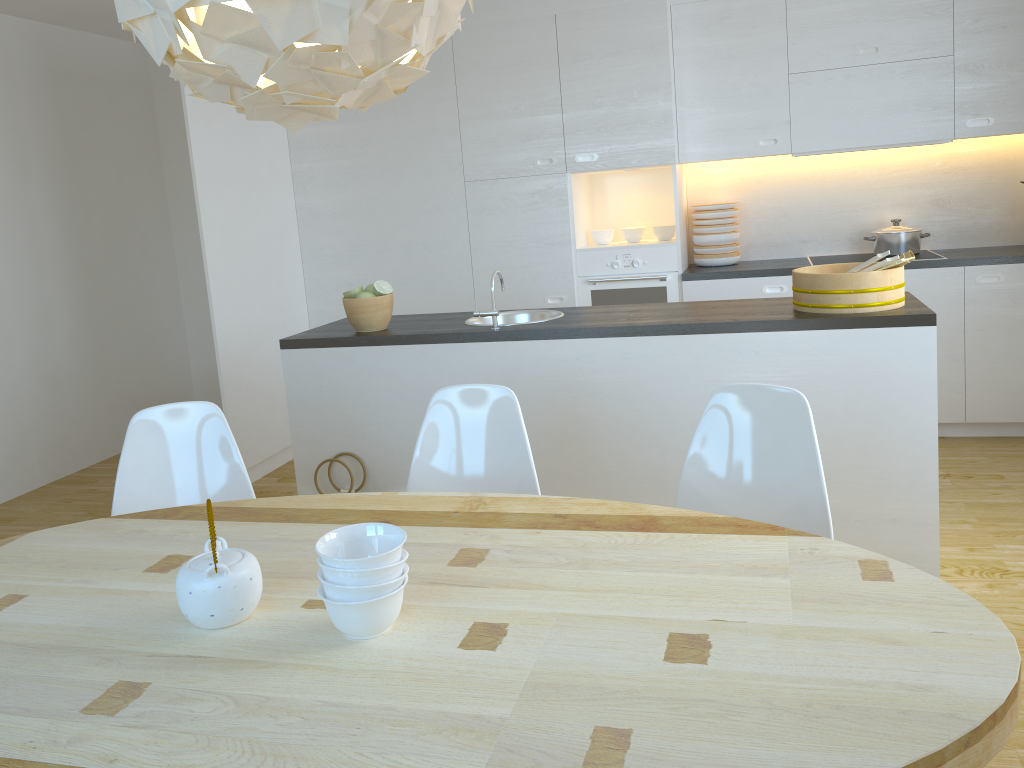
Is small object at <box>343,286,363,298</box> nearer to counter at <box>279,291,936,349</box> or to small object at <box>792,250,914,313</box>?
counter at <box>279,291,936,349</box>

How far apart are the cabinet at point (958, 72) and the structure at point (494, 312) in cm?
174

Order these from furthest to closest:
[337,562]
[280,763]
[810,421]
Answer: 1. [810,421]
2. [337,562]
3. [280,763]

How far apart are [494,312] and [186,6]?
2.10m

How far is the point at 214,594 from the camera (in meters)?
1.54

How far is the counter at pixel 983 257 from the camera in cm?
440

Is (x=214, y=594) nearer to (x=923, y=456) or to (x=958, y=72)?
(x=923, y=456)

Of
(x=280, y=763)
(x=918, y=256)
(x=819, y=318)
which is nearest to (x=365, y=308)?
(x=819, y=318)

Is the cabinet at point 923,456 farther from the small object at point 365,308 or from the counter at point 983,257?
the counter at point 983,257

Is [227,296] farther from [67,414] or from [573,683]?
[573,683]
